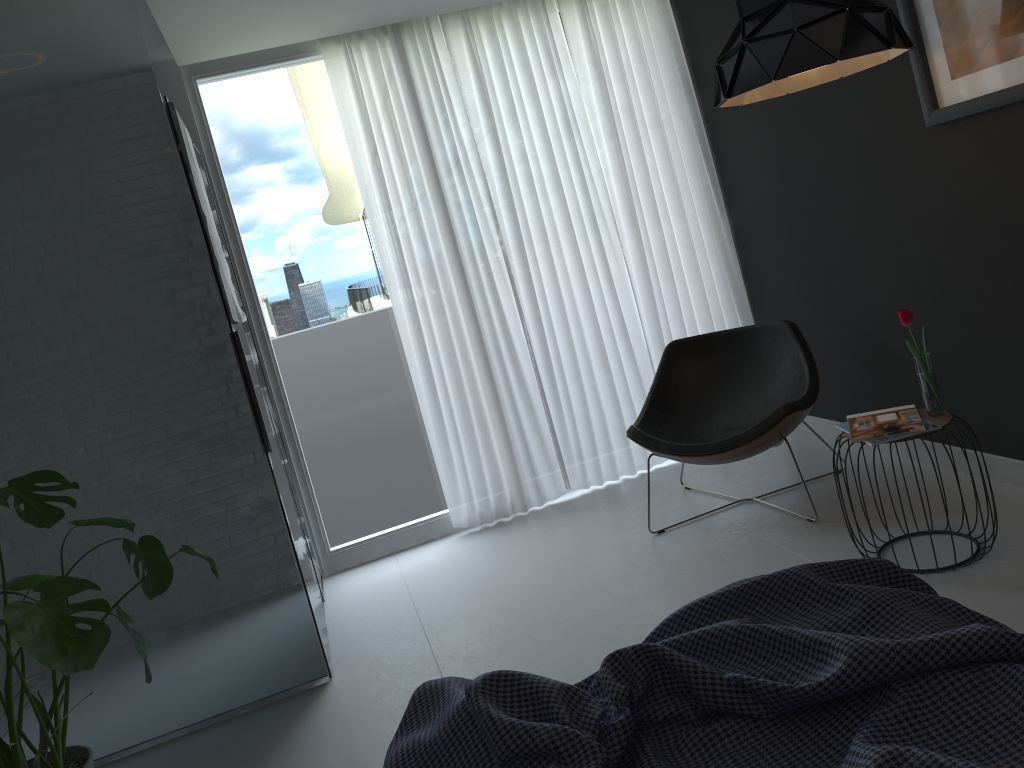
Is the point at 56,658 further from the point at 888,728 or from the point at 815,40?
the point at 815,40

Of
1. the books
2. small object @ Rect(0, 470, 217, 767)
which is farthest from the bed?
the books

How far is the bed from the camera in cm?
119

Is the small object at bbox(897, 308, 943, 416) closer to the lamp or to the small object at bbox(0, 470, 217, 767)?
the lamp

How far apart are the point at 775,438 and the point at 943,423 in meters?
0.8 m

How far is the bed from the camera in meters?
1.2

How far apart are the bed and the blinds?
2.8m

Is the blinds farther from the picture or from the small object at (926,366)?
the small object at (926,366)

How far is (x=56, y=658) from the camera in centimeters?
196cm

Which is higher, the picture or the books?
the picture
